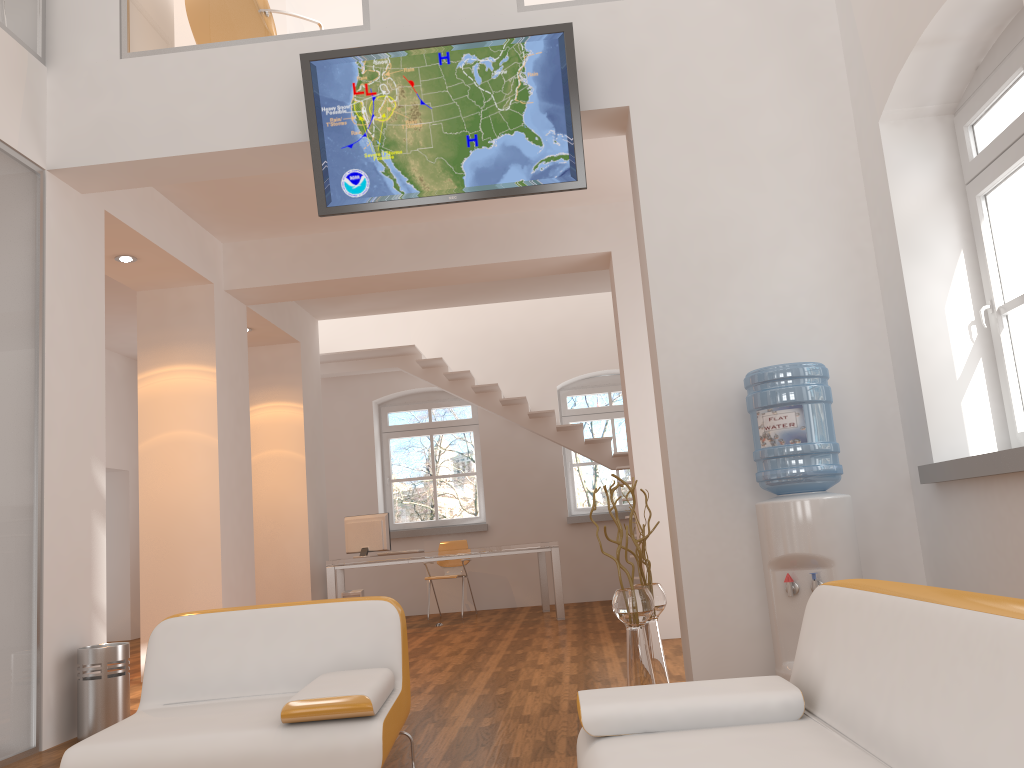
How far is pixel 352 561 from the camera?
8.4m

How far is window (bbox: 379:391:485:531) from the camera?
11.07m

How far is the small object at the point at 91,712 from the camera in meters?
4.5 m

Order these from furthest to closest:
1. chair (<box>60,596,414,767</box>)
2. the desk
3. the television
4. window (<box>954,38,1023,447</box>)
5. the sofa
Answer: the desk, the television, window (<box>954,38,1023,447</box>), chair (<box>60,596,414,767</box>), the sofa

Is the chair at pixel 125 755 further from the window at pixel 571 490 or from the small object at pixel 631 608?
the window at pixel 571 490

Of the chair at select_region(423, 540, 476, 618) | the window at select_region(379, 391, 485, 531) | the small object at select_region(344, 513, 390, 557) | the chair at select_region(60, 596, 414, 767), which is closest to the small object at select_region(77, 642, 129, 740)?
the chair at select_region(60, 596, 414, 767)

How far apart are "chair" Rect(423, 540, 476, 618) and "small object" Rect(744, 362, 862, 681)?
6.23m

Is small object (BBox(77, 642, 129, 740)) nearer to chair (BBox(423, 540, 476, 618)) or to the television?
the television

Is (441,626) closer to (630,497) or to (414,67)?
(630,497)

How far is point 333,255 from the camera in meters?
7.2
